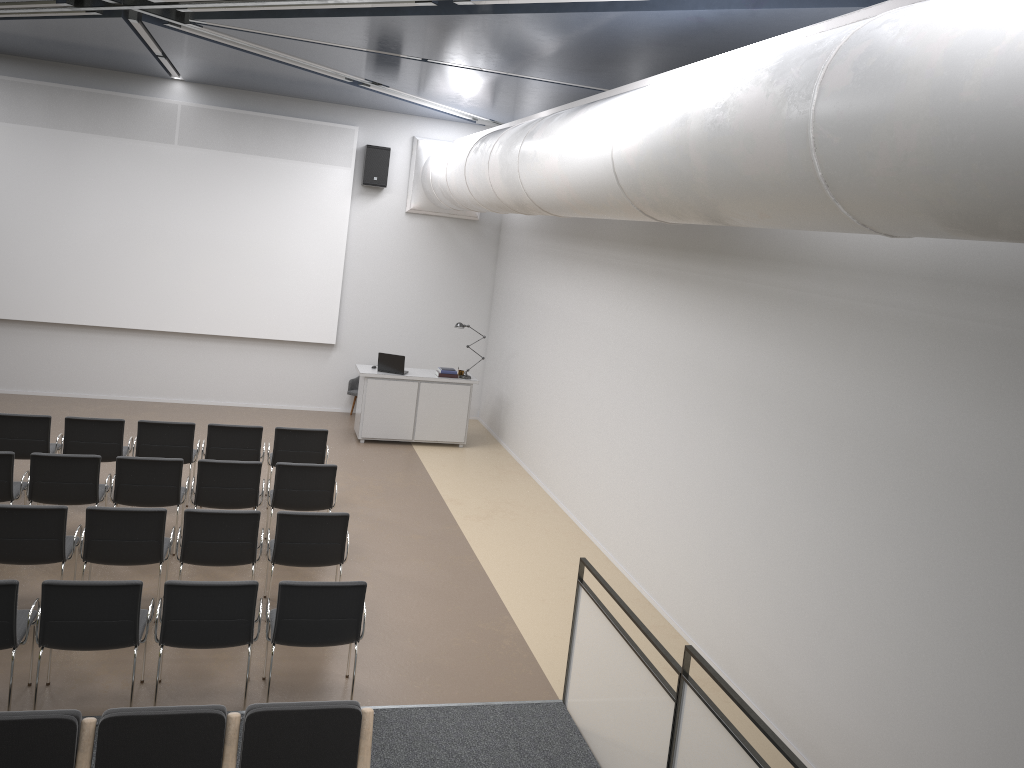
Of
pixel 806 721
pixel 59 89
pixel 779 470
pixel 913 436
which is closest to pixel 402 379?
pixel 59 89

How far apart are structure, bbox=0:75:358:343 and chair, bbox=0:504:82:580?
6.80m

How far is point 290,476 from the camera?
8.2m

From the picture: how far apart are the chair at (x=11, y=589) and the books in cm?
748

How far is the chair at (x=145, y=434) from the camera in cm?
901

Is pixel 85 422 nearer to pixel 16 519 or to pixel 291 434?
pixel 291 434

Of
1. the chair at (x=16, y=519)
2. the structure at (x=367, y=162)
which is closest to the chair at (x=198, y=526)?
the chair at (x=16, y=519)

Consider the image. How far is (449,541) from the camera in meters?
9.3

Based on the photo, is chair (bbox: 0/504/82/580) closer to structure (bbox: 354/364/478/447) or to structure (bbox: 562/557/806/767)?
structure (bbox: 562/557/806/767)

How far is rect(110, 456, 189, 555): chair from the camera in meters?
7.8 m
